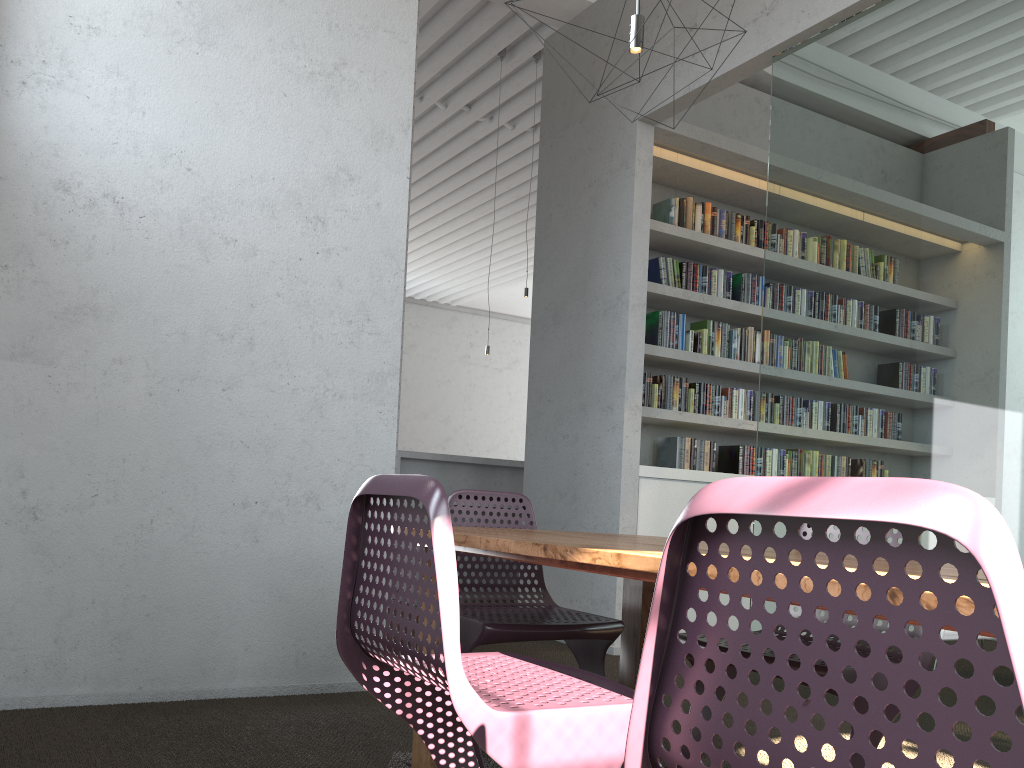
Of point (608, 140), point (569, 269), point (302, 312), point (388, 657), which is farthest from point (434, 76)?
point (388, 657)

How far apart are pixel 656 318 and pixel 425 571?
4.31m

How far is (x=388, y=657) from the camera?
1.6m
